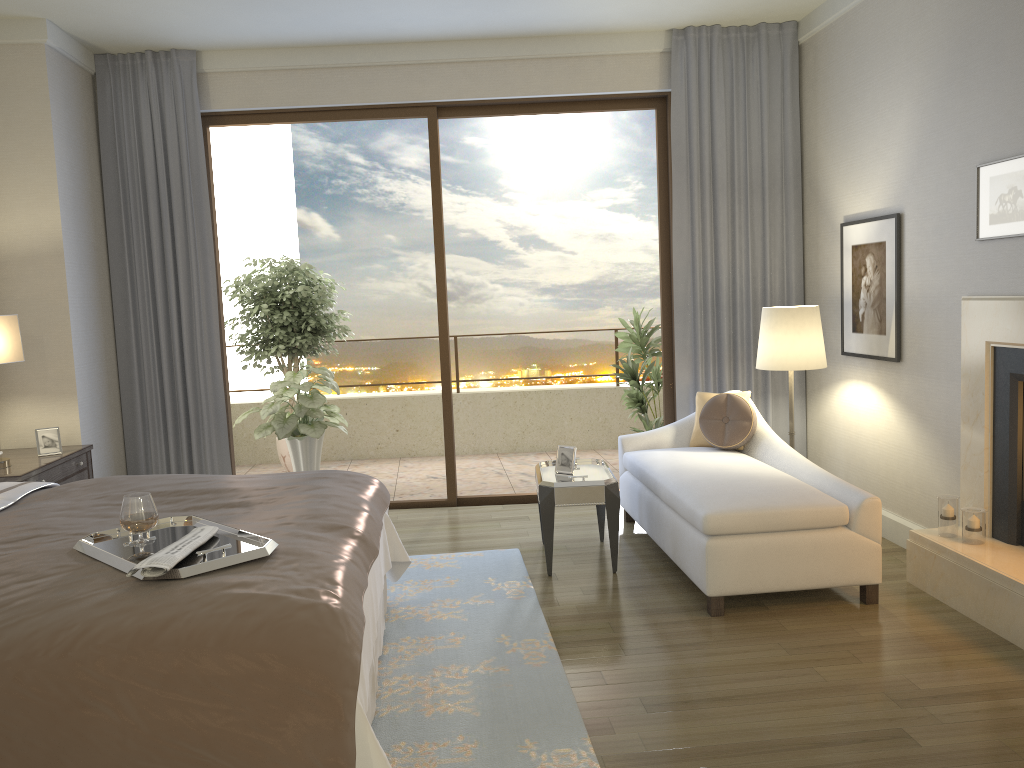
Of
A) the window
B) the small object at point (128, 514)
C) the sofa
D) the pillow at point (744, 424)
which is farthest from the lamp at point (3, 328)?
the pillow at point (744, 424)

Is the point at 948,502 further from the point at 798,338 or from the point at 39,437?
the point at 39,437

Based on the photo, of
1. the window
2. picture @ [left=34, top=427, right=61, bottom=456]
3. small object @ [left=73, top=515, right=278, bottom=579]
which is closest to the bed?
small object @ [left=73, top=515, right=278, bottom=579]

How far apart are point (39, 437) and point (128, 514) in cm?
261

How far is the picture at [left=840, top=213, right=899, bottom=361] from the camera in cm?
474

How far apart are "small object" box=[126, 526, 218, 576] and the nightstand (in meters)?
2.08

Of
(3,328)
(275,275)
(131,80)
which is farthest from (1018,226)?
(275,275)

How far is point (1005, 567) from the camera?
3.6 meters

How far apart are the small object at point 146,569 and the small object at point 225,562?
0.02m

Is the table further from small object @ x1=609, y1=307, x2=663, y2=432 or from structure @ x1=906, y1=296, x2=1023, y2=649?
small object @ x1=609, y1=307, x2=663, y2=432
